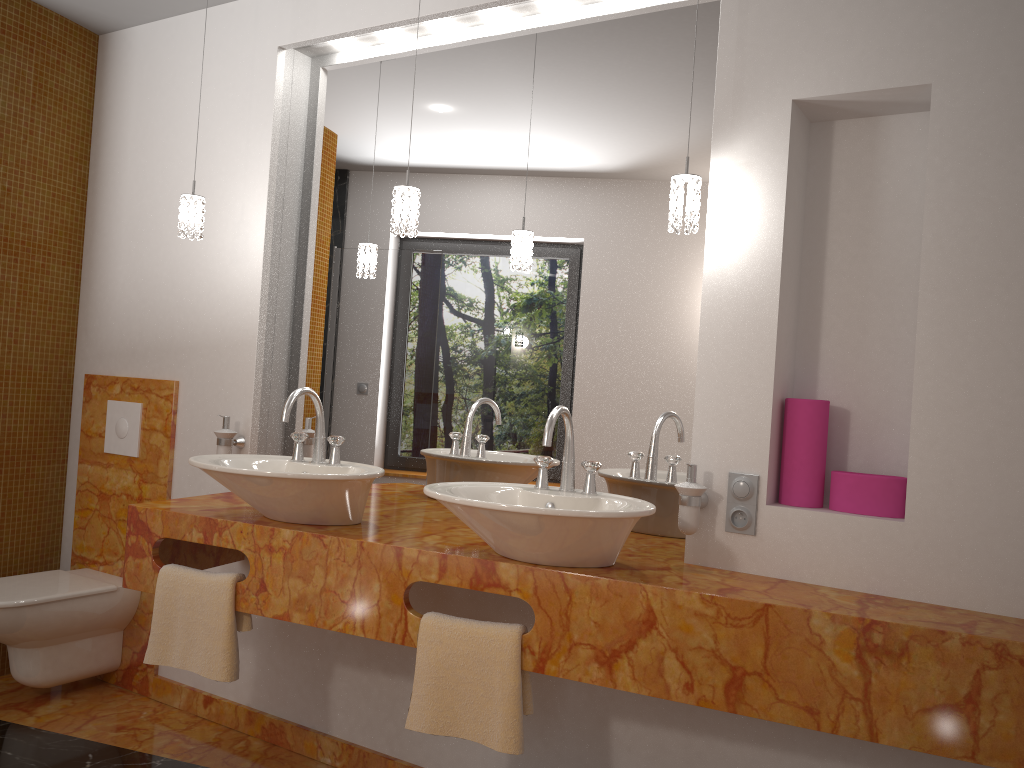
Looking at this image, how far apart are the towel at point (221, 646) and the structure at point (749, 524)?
1.3m

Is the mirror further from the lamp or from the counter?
the lamp

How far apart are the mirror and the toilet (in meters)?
0.73

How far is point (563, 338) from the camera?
2.53m

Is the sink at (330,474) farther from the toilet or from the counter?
the toilet

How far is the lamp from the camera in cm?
210

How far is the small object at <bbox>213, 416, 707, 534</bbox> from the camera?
2.1m

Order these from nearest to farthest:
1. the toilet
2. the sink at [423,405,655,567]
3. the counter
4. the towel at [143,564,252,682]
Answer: the counter
the sink at [423,405,655,567]
the towel at [143,564,252,682]
the toilet

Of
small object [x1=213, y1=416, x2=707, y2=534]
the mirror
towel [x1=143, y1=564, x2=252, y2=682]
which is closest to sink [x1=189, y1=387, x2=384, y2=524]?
towel [x1=143, y1=564, x2=252, y2=682]

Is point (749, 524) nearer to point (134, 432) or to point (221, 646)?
point (221, 646)
